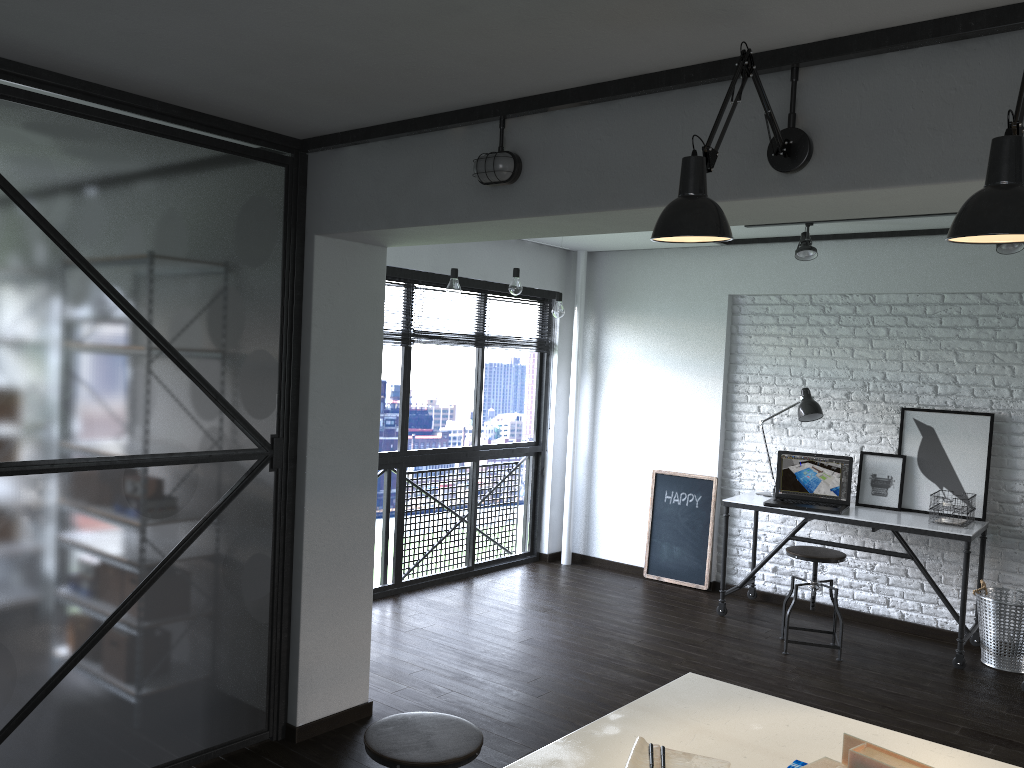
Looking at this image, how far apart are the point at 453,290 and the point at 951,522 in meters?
3.0

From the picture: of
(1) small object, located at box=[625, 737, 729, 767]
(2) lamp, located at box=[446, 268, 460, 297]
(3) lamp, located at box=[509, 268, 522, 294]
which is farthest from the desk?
(1) small object, located at box=[625, 737, 729, 767]

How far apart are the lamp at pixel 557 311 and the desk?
1.5m

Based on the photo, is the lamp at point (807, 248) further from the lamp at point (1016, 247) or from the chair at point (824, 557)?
the chair at point (824, 557)

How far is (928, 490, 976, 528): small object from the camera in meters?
4.8 m

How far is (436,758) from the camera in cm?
222

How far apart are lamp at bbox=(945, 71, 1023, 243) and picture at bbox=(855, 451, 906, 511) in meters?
4.0 m

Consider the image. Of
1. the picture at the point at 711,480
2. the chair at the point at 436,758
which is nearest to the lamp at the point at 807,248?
the picture at the point at 711,480

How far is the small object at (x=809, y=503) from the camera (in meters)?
5.32

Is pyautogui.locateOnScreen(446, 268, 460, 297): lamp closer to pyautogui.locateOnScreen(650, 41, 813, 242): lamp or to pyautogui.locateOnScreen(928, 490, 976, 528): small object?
pyautogui.locateOnScreen(650, 41, 813, 242): lamp
